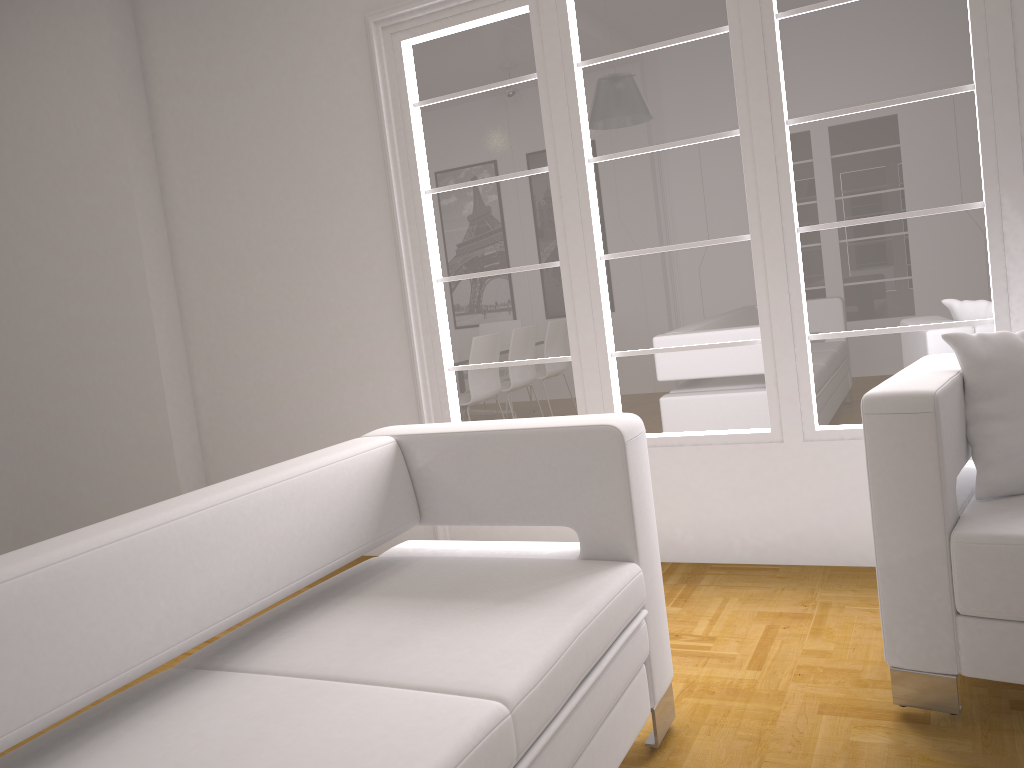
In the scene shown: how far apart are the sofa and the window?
1.34m

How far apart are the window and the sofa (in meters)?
1.34

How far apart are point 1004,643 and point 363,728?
1.57m

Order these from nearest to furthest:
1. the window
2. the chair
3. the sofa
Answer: the sofa < the chair < the window

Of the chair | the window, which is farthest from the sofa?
the window

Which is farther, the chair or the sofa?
the chair

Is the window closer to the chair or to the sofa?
the chair

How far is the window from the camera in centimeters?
313cm

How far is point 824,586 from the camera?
3.24m

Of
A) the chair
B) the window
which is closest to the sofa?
the chair
